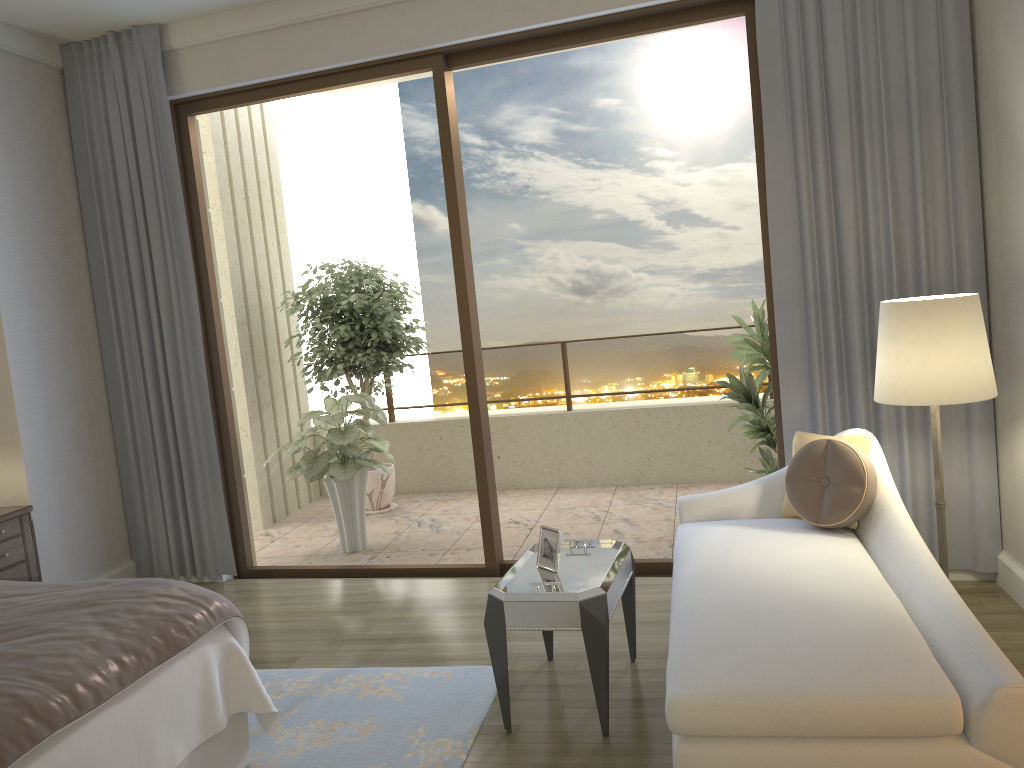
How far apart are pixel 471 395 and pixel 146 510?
2.1 meters

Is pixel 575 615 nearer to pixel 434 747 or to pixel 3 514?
pixel 434 747

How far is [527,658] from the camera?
3.58m

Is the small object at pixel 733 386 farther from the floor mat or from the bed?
the bed

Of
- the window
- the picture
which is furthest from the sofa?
the window

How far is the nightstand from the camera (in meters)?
4.19

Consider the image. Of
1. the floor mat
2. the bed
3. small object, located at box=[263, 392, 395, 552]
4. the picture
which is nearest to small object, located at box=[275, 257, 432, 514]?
small object, located at box=[263, 392, 395, 552]

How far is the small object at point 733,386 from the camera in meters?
4.8 m

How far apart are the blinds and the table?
1.12m

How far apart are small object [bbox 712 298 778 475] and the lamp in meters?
1.5
